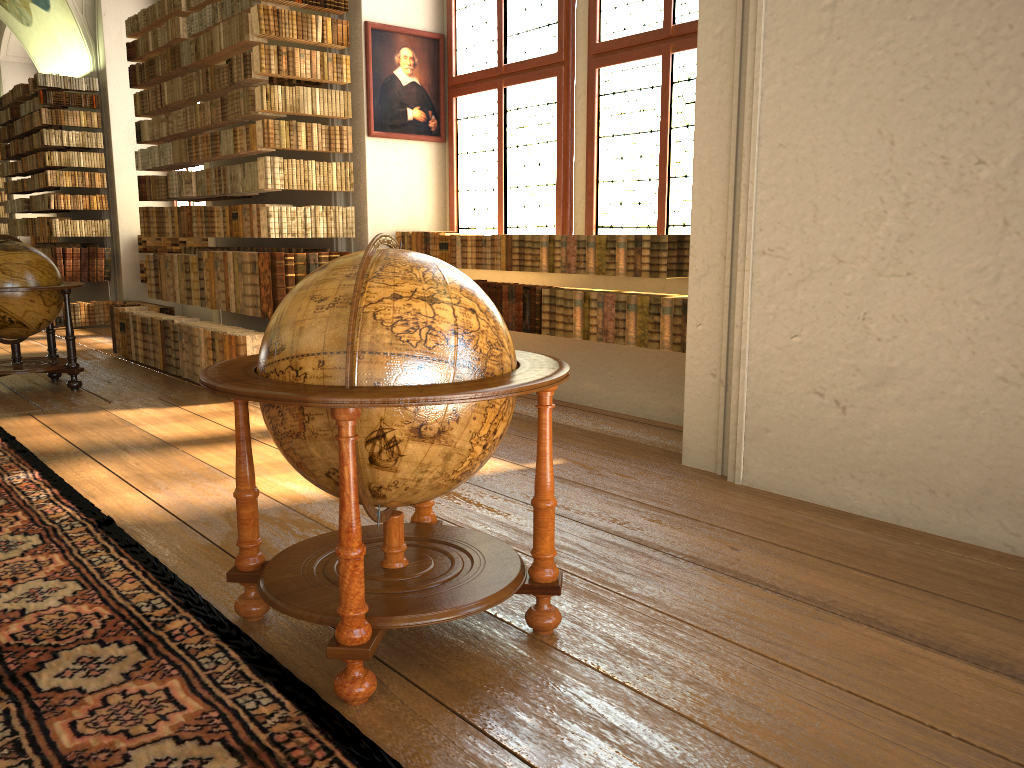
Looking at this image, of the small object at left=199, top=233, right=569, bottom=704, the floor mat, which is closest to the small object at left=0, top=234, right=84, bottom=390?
the floor mat

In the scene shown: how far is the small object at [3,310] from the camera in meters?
7.9

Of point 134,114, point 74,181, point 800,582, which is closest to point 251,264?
point 800,582

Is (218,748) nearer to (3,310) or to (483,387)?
(483,387)

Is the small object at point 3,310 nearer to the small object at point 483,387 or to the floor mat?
the floor mat

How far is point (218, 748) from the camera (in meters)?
2.46

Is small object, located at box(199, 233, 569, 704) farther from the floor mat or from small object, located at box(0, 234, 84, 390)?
small object, located at box(0, 234, 84, 390)

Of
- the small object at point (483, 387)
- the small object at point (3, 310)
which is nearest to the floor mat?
the small object at point (483, 387)

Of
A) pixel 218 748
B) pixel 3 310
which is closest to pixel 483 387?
pixel 218 748

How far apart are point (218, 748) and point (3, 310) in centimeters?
680cm
